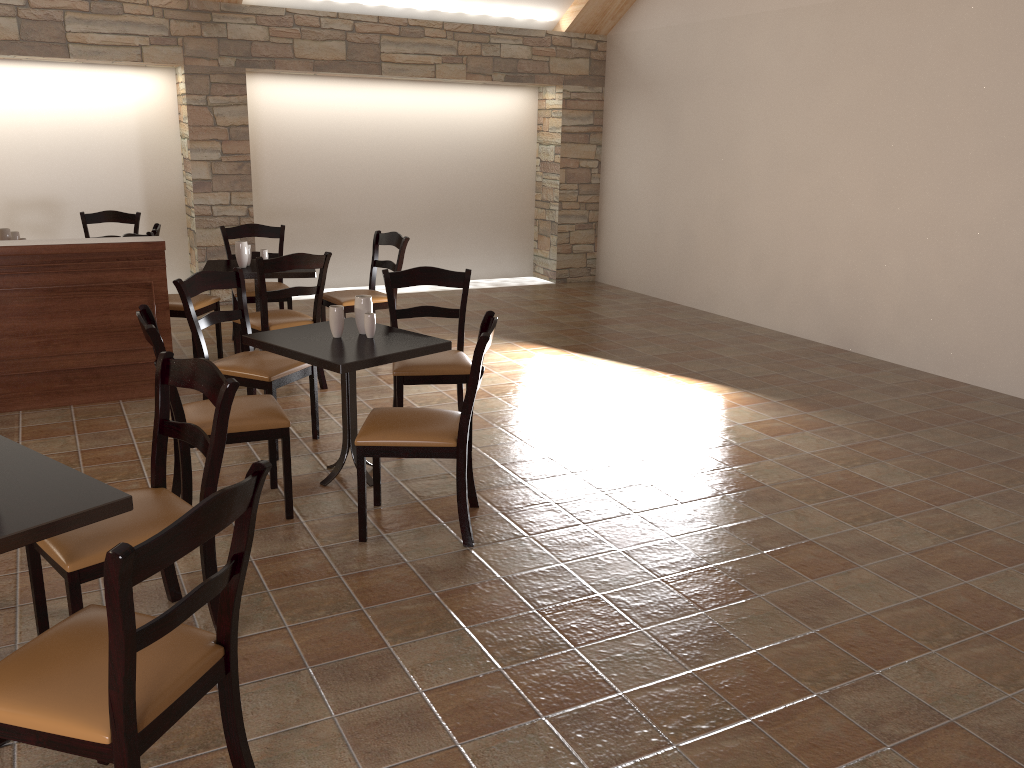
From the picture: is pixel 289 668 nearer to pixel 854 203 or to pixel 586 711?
pixel 586 711

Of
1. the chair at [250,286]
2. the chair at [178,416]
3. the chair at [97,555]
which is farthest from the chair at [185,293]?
the chair at [250,286]

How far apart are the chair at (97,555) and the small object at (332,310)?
1.12m

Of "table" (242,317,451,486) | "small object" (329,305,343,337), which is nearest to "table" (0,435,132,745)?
"table" (242,317,451,486)

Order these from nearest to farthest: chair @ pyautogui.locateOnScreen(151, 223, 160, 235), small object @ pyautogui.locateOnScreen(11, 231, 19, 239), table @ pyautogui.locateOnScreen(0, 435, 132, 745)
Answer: table @ pyautogui.locateOnScreen(0, 435, 132, 745), chair @ pyautogui.locateOnScreen(151, 223, 160, 235), small object @ pyautogui.locateOnScreen(11, 231, 19, 239)

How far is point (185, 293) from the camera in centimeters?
415cm

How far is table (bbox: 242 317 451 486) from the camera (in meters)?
3.57

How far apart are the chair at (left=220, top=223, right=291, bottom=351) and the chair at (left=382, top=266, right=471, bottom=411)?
2.0 meters

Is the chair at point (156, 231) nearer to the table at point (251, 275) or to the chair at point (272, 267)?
the table at point (251, 275)

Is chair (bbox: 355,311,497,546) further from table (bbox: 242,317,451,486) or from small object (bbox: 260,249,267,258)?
small object (bbox: 260,249,267,258)
